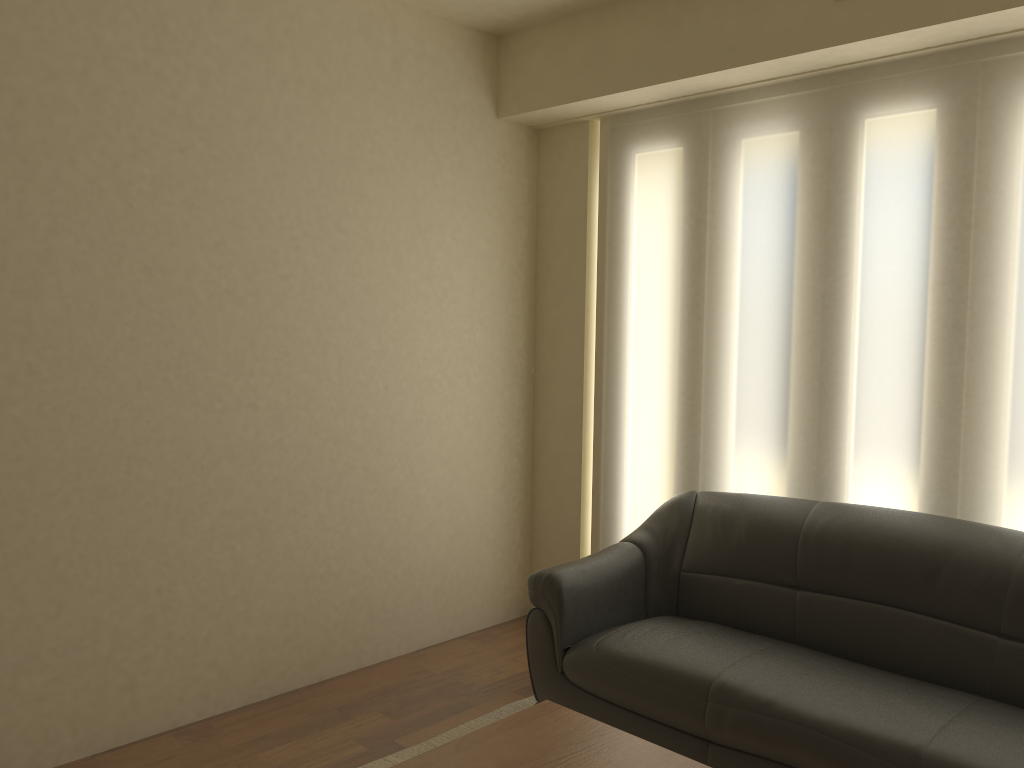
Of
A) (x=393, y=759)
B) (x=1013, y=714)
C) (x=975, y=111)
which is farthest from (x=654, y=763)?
(x=975, y=111)

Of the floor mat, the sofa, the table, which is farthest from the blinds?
the table

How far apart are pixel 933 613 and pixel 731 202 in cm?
186

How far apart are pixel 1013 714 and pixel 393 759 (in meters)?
2.02

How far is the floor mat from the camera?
3.2 meters

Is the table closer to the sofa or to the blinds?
the sofa

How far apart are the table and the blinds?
1.63m

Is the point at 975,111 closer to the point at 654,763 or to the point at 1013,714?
the point at 1013,714

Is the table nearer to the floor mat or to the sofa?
the sofa

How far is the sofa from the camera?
2.6m
